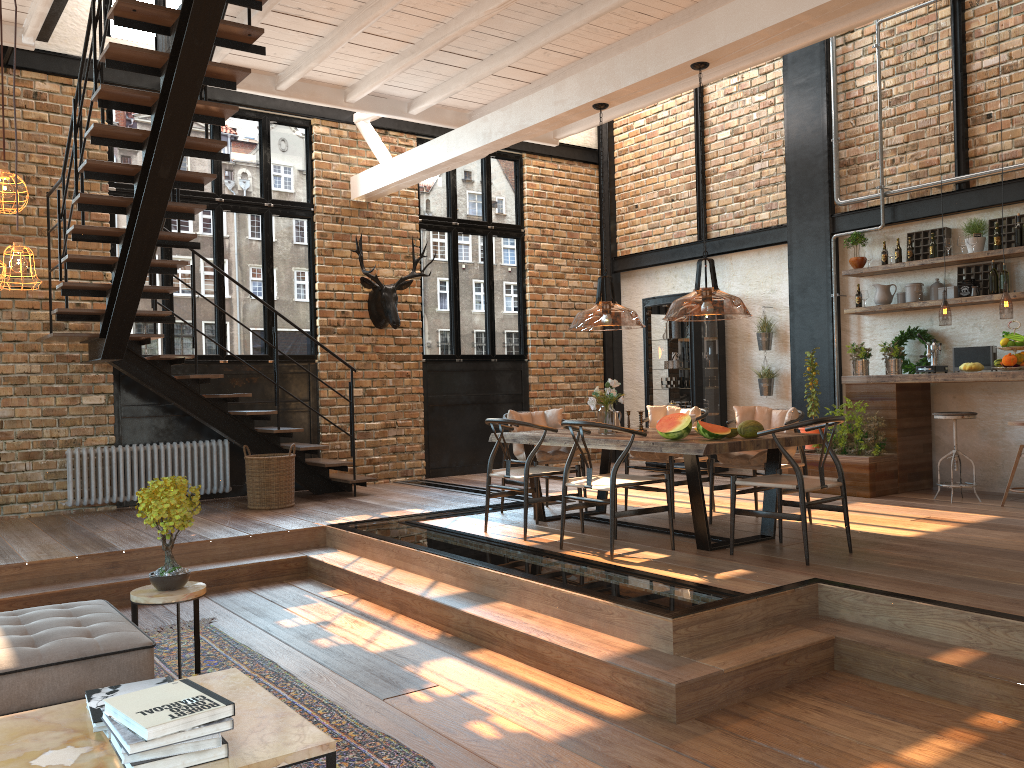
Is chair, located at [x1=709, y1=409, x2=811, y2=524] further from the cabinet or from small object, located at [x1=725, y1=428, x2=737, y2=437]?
the cabinet

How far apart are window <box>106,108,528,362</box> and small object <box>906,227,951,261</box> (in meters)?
4.82

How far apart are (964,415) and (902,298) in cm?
160

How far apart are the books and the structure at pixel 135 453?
5.87m

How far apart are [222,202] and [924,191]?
7.1m

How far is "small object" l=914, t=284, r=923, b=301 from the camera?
8.4m

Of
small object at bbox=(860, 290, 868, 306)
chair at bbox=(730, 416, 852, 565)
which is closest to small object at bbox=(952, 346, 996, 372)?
small object at bbox=(860, 290, 868, 306)

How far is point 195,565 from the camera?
6.5 meters

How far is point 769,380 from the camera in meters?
9.9

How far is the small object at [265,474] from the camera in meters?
8.2
